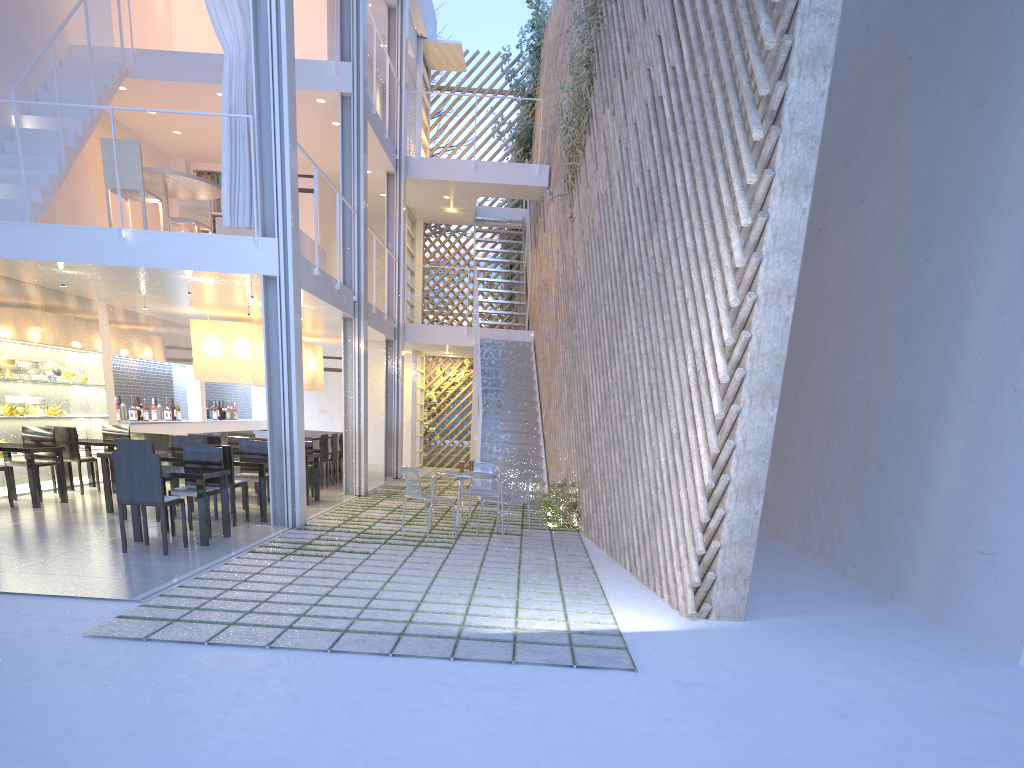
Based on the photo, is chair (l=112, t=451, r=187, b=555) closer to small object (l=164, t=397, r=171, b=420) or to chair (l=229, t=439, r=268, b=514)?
chair (l=229, t=439, r=268, b=514)

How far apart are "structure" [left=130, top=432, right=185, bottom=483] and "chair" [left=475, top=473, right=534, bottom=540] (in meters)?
3.30

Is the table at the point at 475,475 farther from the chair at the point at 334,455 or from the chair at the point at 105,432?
the chair at the point at 105,432

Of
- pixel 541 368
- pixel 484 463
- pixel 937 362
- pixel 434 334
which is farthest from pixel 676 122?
pixel 434 334

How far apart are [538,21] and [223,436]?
6.05m

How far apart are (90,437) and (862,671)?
5.6 meters

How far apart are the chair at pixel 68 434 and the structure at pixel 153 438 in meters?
1.0

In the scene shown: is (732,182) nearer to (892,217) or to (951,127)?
(951,127)

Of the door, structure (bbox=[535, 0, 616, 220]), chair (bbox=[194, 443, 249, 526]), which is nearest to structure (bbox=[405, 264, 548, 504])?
structure (bbox=[535, 0, 616, 220])

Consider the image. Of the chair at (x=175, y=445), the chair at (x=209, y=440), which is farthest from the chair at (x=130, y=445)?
the chair at (x=209, y=440)
